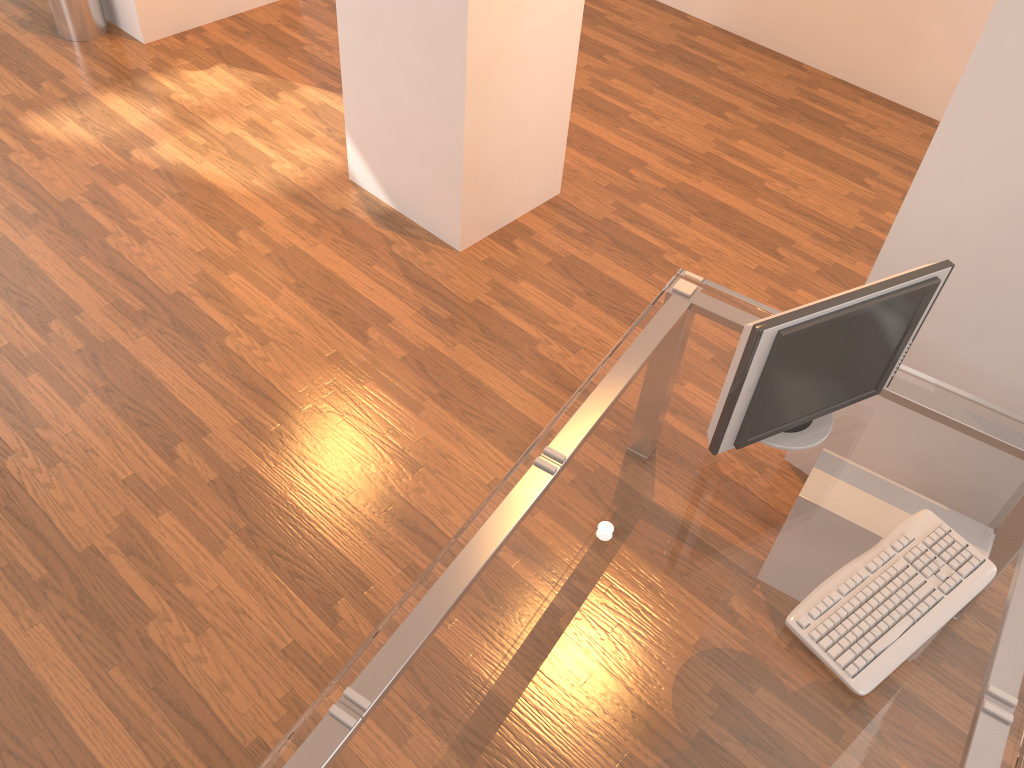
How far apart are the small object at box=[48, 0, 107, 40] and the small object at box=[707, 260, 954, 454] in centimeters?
420cm

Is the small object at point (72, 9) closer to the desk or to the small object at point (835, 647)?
the desk

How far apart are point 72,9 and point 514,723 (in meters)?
4.47

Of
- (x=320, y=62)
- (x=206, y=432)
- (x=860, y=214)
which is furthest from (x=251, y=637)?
(x=320, y=62)

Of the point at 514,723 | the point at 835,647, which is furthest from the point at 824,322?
the point at 514,723

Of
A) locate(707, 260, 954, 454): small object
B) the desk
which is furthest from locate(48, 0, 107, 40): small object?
locate(707, 260, 954, 454): small object

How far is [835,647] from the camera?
1.7m

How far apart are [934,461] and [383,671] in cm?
132

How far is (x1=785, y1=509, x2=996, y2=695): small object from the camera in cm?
166

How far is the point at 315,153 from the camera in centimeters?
406cm
